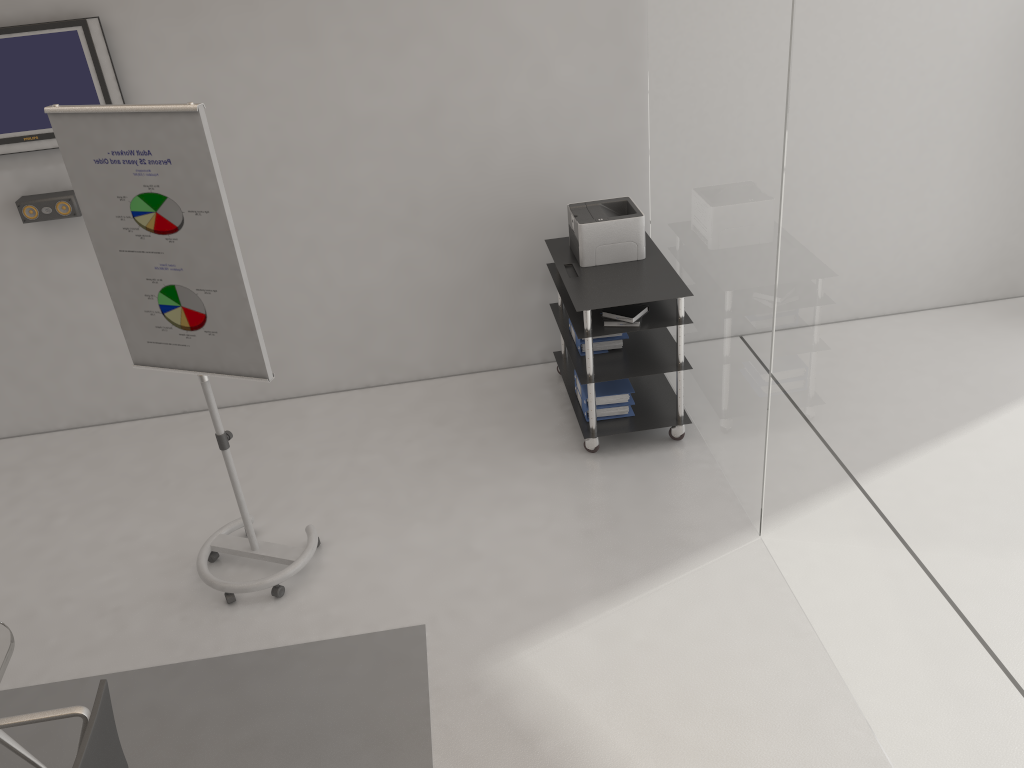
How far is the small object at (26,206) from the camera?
4.6 meters

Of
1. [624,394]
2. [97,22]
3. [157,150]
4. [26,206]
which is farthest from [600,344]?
[26,206]

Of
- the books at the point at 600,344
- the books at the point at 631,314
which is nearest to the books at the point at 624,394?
the books at the point at 600,344

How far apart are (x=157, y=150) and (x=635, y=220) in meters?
2.4

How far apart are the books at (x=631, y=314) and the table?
2.8 meters

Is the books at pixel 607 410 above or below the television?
below

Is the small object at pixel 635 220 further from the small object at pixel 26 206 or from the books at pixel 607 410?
the small object at pixel 26 206

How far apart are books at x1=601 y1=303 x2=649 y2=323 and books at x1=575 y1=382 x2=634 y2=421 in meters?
0.6 m

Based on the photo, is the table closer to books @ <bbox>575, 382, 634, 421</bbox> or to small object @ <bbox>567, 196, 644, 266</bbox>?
books @ <bbox>575, 382, 634, 421</bbox>

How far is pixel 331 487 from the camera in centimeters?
459cm
